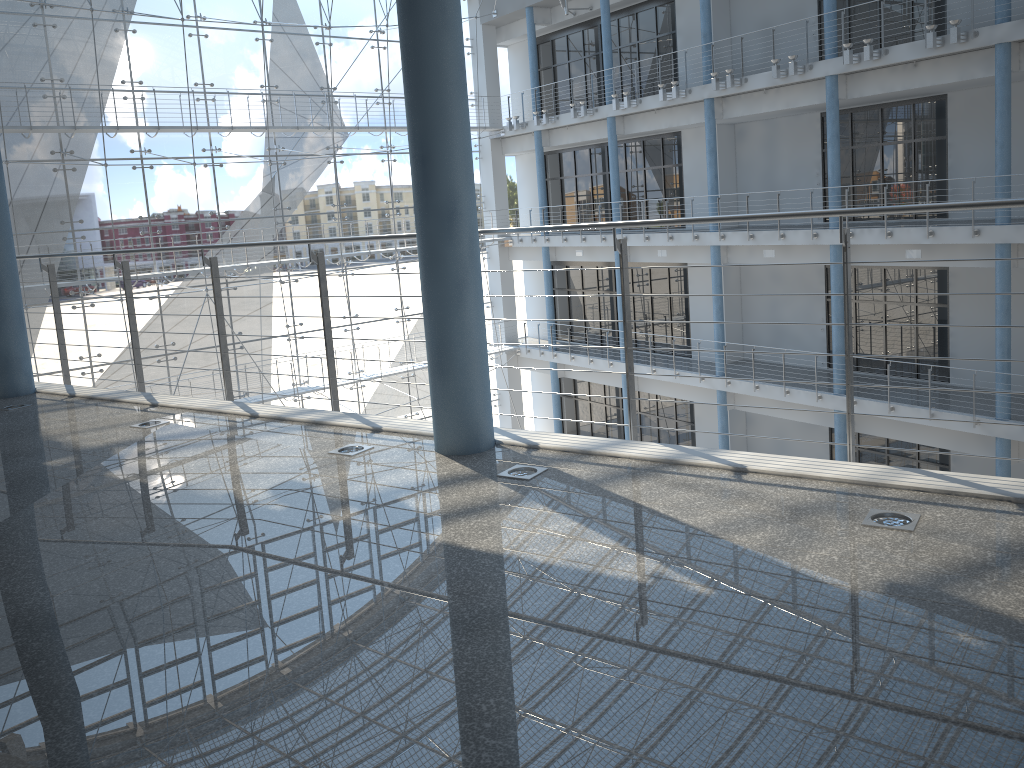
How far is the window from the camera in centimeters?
300cm

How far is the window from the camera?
3.00m

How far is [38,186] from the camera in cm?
300

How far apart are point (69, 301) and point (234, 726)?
3.22m
